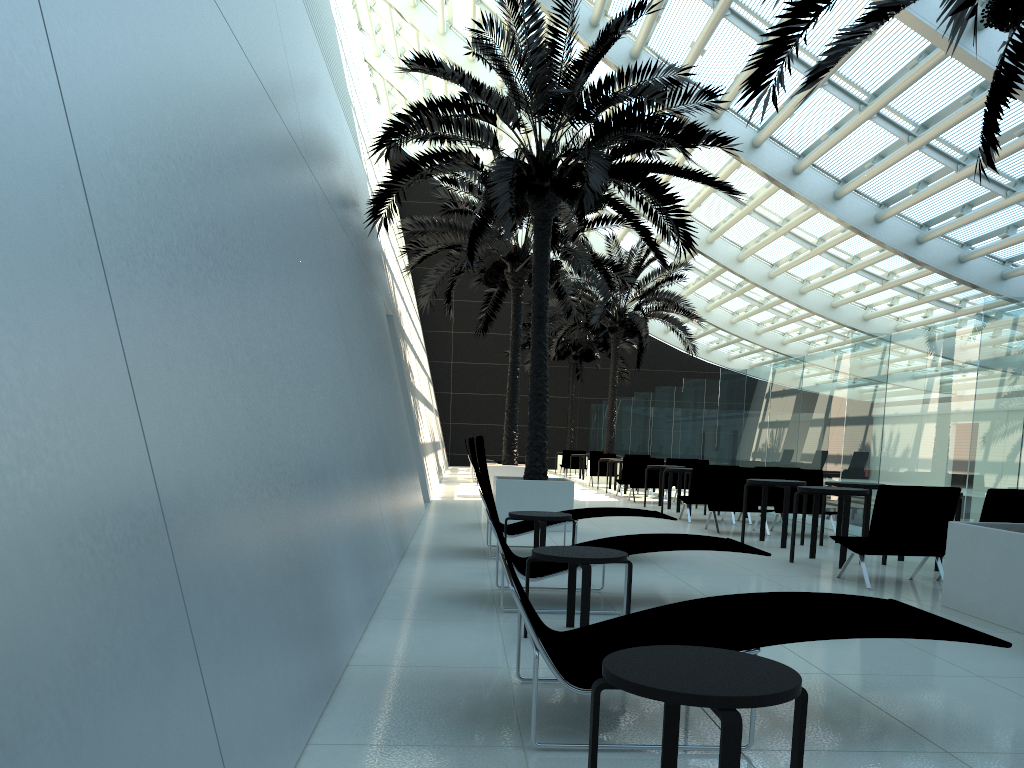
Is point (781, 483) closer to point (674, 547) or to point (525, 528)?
point (525, 528)

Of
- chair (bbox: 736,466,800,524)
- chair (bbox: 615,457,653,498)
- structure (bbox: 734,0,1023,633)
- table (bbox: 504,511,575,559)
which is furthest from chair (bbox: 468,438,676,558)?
chair (bbox: 615,457,653,498)

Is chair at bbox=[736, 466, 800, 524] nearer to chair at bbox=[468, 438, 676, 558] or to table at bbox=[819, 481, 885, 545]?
table at bbox=[819, 481, 885, 545]

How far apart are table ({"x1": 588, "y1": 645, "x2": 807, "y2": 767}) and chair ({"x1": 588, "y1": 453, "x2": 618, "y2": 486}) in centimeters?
2068cm

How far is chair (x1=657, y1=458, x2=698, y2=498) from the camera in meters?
18.7 m

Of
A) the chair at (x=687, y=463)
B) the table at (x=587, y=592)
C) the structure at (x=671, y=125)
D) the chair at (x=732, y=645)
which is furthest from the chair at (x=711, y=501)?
the chair at (x=732, y=645)

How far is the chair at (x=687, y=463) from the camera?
17.8m

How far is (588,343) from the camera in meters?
32.1 m

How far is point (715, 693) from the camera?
2.1 meters

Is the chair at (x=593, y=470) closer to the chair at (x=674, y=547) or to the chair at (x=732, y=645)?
the chair at (x=674, y=547)
